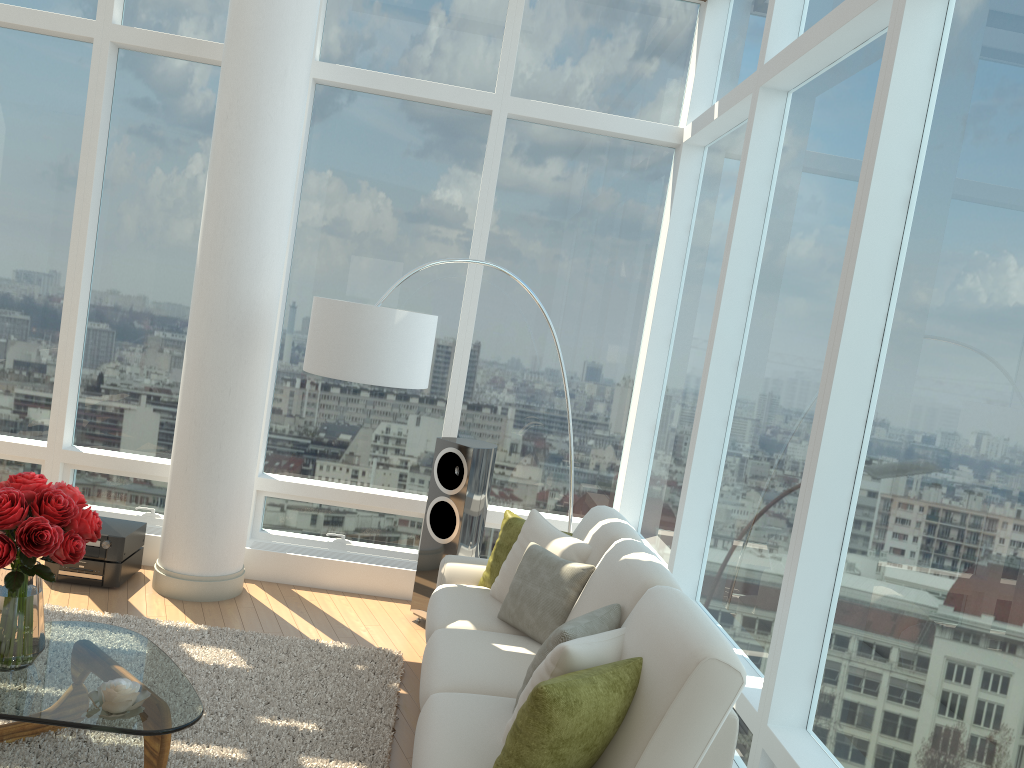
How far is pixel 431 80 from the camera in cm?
596

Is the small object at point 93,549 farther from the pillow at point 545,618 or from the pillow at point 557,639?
the pillow at point 557,639

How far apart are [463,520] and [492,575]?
0.66m

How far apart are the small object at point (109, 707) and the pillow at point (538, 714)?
1.3 meters

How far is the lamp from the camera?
4.5m

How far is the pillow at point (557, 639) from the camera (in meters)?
3.10

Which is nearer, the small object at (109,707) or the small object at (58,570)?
the small object at (109,707)

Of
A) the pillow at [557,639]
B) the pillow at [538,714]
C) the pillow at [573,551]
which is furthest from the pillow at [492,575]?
the pillow at [538,714]

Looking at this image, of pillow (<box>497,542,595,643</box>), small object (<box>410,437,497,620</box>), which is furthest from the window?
pillow (<box>497,542,595,643</box>)

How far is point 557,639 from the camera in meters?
3.1 m
